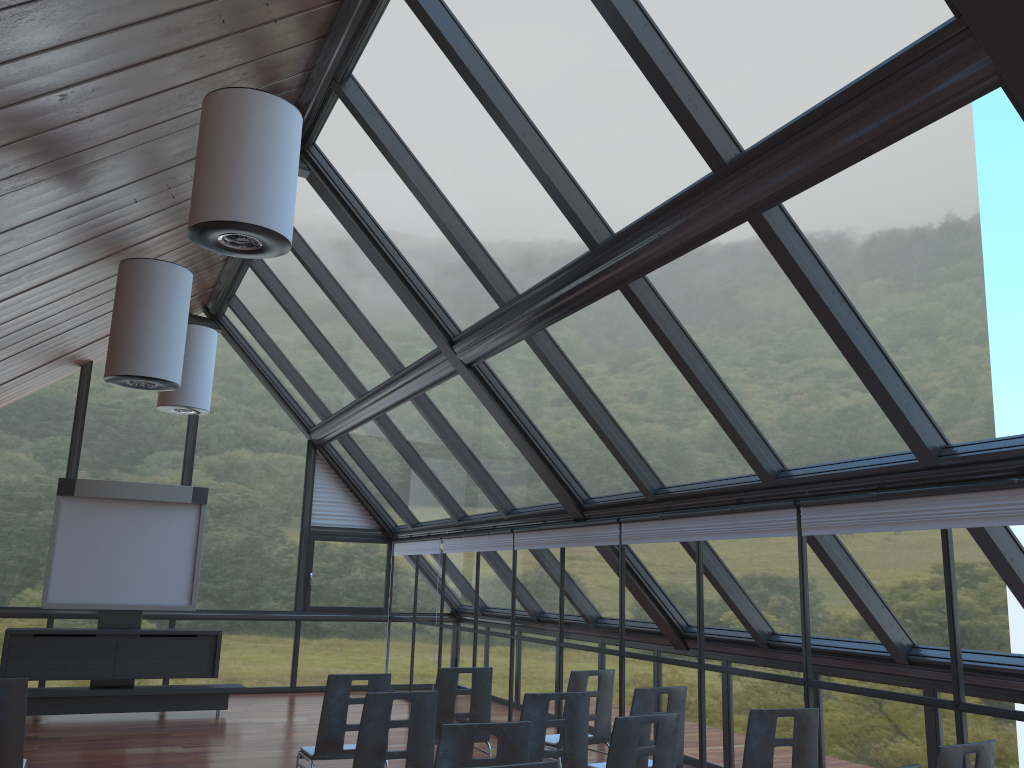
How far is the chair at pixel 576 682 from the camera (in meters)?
7.02

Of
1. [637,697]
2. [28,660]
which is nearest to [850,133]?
[637,697]

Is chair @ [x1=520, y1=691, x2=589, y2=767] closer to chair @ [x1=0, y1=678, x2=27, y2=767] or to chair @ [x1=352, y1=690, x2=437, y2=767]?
chair @ [x1=352, y1=690, x2=437, y2=767]

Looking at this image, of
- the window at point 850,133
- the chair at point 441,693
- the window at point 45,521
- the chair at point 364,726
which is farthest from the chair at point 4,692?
the window at point 45,521

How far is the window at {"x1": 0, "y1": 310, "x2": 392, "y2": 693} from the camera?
13.46m

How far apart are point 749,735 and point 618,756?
0.9 meters

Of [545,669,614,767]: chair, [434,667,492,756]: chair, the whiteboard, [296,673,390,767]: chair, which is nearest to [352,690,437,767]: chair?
[296,673,390,767]: chair

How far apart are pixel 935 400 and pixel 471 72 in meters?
3.8 m

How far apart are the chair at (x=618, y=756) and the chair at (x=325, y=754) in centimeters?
231cm

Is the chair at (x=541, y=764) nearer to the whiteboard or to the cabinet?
the cabinet
